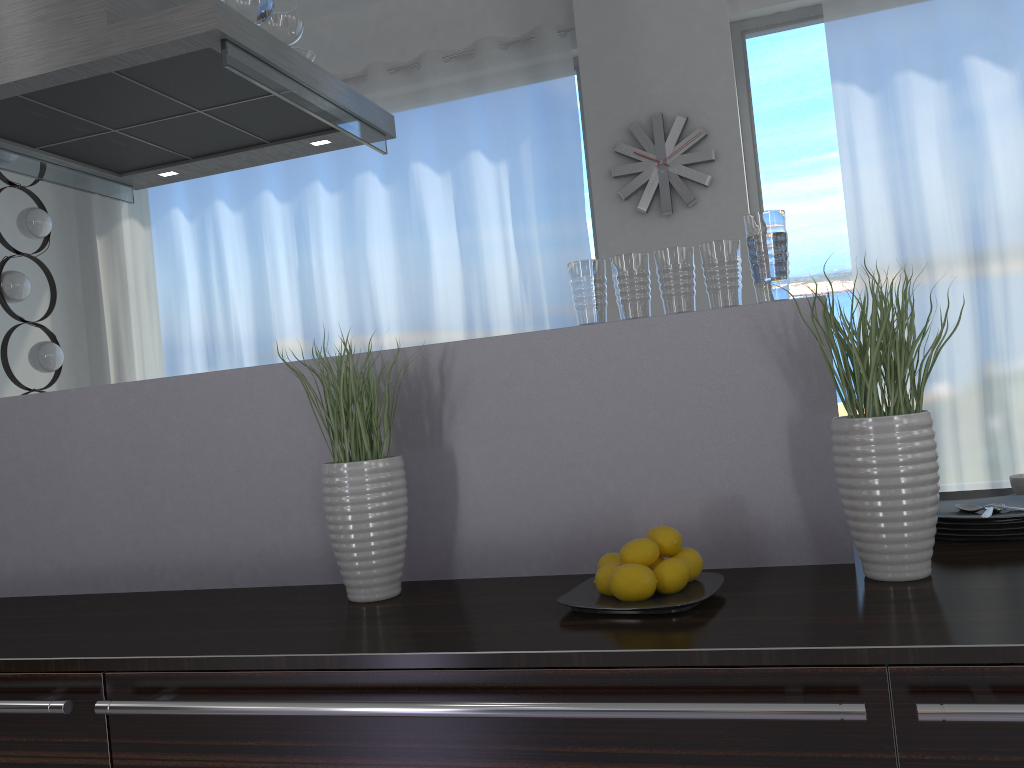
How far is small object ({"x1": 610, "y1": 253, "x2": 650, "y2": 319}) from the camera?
1.6 meters

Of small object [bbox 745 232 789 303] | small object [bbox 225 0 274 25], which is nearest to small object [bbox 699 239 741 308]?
small object [bbox 745 232 789 303]

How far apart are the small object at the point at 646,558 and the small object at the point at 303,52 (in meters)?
1.93

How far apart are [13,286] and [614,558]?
3.89m

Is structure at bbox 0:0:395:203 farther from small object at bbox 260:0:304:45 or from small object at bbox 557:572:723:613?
small object at bbox 557:572:723:613

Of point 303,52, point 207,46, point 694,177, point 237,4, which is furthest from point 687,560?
point 694,177

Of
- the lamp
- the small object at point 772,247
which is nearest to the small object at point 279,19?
the small object at point 772,247

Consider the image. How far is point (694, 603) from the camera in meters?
1.2 m

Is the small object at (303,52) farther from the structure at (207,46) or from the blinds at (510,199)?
the blinds at (510,199)

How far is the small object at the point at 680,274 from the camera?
1.56m
